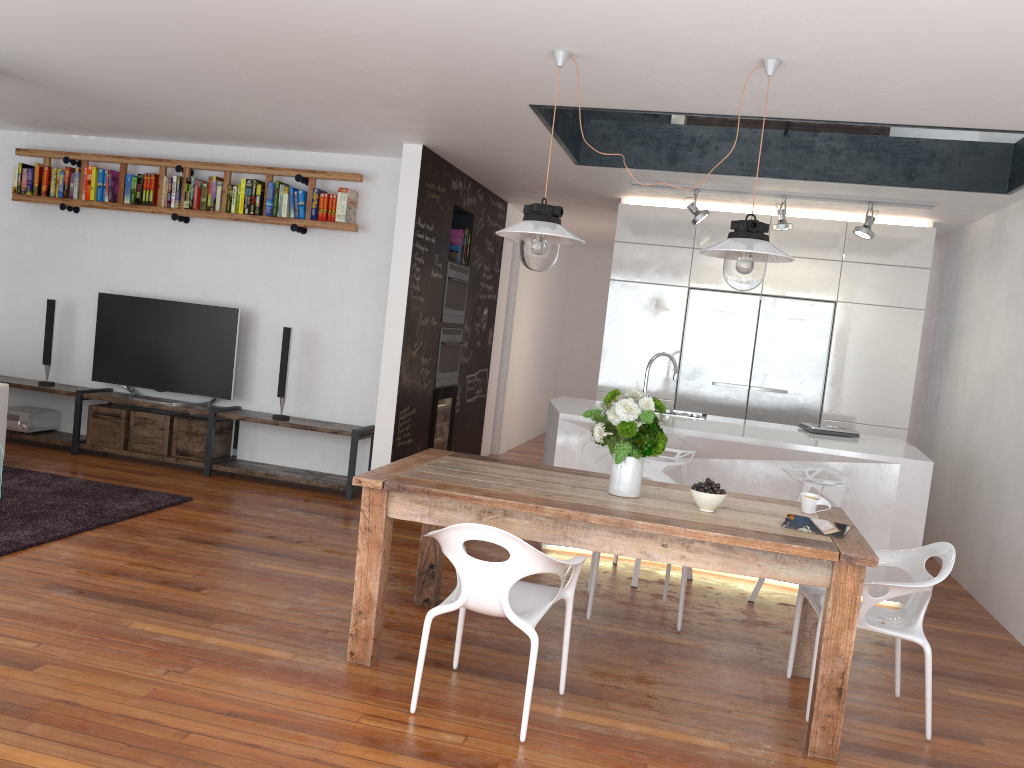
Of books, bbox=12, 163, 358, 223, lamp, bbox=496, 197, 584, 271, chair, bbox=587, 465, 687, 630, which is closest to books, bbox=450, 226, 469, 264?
books, bbox=12, 163, 358, 223

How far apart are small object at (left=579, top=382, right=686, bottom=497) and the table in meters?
0.0 m

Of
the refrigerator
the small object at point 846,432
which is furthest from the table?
the refrigerator

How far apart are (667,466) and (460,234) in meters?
3.1

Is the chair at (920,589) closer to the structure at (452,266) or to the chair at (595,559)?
the chair at (595,559)

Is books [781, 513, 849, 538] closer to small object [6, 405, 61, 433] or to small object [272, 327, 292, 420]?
small object [272, 327, 292, 420]

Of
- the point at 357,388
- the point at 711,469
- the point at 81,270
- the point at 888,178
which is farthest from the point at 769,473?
the point at 81,270

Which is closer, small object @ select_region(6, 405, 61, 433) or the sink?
the sink

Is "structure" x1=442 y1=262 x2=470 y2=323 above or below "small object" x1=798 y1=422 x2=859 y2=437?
above

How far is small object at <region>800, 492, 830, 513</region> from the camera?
3.6m
